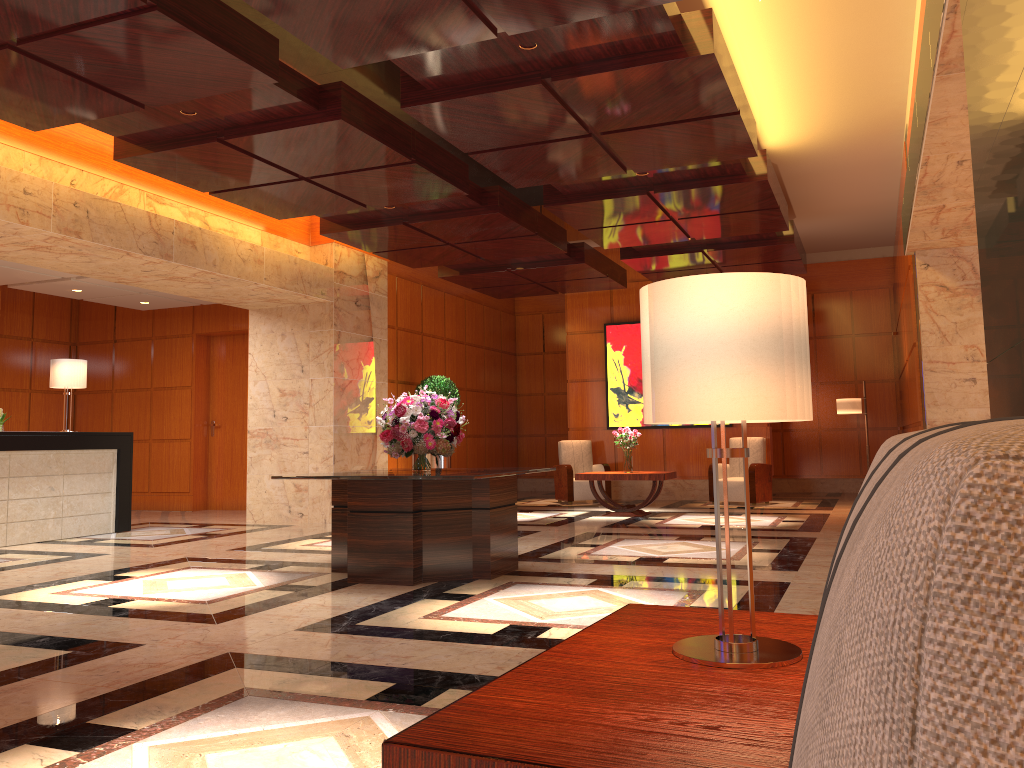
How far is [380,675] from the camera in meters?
3.7 m

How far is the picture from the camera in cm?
1429

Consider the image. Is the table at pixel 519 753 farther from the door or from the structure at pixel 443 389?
the door

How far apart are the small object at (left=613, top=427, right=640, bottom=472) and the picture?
2.5m

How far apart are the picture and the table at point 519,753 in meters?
12.1

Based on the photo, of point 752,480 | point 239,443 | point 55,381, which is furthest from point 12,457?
point 752,480

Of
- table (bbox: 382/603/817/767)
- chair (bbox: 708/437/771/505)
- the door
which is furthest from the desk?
table (bbox: 382/603/817/767)

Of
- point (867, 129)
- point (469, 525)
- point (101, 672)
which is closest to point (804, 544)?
point (469, 525)

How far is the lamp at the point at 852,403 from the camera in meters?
11.3

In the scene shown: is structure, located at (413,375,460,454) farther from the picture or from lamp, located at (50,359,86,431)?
lamp, located at (50,359,86,431)
